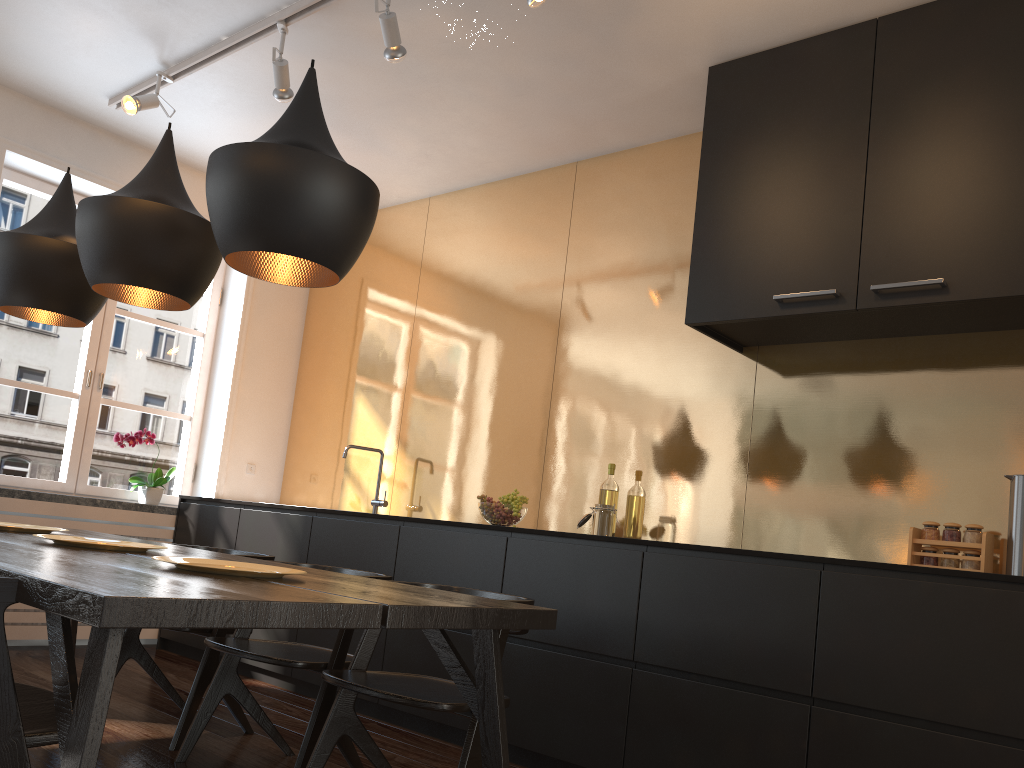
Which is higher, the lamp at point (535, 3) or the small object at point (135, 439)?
the lamp at point (535, 3)

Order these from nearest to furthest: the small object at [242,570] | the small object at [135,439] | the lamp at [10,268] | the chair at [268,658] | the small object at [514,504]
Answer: the small object at [242,570] → the chair at [268,658] → the lamp at [10,268] → the small object at [514,504] → the small object at [135,439]

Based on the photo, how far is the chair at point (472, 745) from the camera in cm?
217

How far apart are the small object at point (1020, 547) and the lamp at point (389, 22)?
2.58m

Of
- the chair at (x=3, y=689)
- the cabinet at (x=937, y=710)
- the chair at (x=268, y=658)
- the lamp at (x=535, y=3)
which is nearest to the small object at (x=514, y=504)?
the cabinet at (x=937, y=710)

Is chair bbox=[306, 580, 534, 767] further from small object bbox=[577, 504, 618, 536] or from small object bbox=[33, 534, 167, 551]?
small object bbox=[577, 504, 618, 536]

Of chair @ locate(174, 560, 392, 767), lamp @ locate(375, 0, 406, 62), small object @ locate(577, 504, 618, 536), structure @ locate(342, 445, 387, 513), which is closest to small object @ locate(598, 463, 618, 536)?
small object @ locate(577, 504, 618, 536)

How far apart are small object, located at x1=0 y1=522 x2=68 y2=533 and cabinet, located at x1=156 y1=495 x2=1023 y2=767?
1.35m

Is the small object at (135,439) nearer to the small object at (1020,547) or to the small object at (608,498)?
the small object at (608,498)

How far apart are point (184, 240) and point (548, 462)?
2.26m
